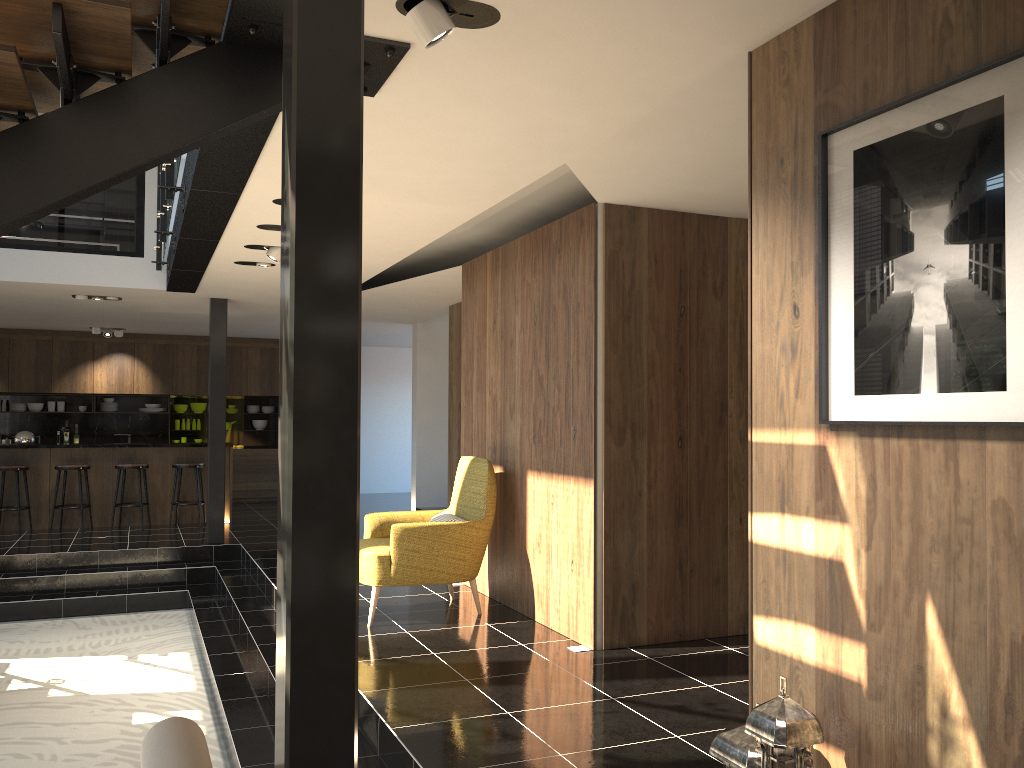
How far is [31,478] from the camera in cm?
1078

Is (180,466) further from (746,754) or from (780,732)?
(780,732)

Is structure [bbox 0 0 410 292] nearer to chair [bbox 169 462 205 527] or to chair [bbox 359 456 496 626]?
chair [bbox 359 456 496 626]

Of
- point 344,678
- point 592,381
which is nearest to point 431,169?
point 592,381

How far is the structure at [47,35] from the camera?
2.7m

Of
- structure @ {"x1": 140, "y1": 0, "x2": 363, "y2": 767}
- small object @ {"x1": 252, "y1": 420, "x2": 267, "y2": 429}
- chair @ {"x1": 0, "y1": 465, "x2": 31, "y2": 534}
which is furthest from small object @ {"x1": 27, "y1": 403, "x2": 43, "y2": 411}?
structure @ {"x1": 140, "y1": 0, "x2": 363, "y2": 767}

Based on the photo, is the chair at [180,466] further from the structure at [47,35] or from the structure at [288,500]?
the structure at [288,500]

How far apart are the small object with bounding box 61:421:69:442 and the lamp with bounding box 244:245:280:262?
9.1m

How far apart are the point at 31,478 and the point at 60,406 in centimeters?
353cm

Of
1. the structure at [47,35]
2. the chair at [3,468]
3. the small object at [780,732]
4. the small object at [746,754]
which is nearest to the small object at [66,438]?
the chair at [3,468]
